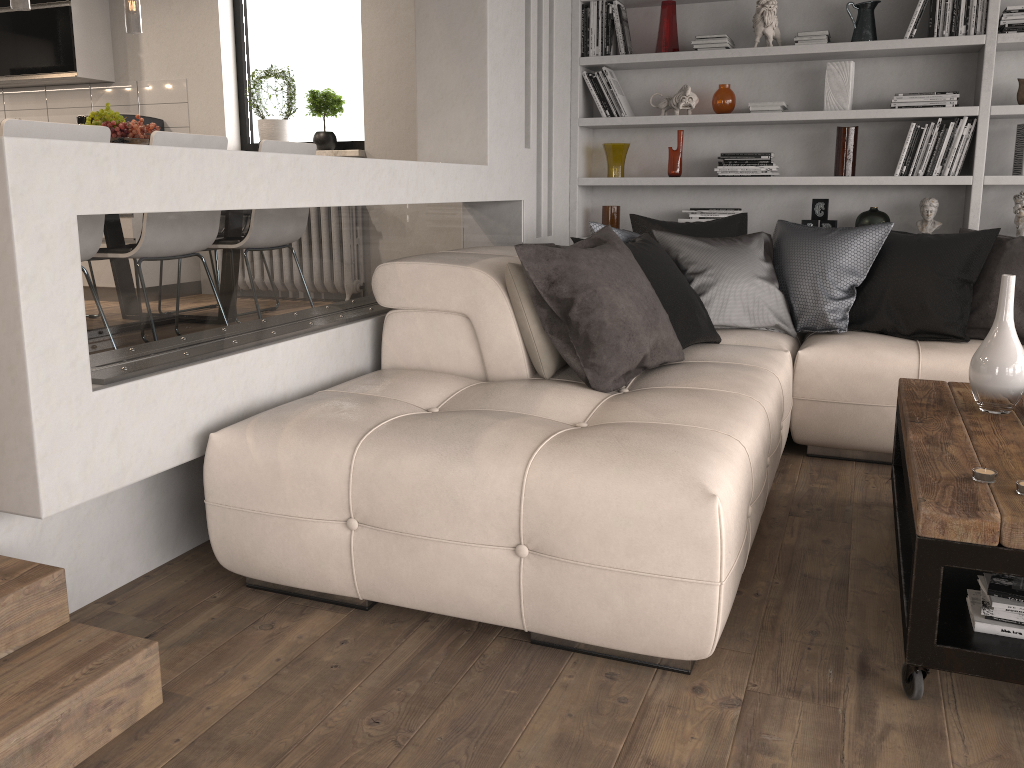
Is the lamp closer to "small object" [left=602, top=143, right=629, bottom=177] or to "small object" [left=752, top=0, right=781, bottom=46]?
"small object" [left=602, top=143, right=629, bottom=177]

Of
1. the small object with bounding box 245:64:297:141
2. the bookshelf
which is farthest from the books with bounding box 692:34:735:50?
the small object with bounding box 245:64:297:141

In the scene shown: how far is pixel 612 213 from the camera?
5.2 meters

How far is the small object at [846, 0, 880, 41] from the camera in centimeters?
455cm

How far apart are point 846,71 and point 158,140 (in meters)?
3.43

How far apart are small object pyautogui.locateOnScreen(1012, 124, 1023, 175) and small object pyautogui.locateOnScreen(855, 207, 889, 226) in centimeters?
63cm

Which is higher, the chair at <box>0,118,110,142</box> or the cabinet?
the cabinet

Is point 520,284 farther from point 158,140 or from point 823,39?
point 823,39

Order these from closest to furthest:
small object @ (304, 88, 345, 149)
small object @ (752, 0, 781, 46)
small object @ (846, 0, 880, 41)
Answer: small object @ (846, 0, 880, 41) < small object @ (752, 0, 781, 46) < small object @ (304, 88, 345, 149)

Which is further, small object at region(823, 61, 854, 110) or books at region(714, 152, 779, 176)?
books at region(714, 152, 779, 176)
